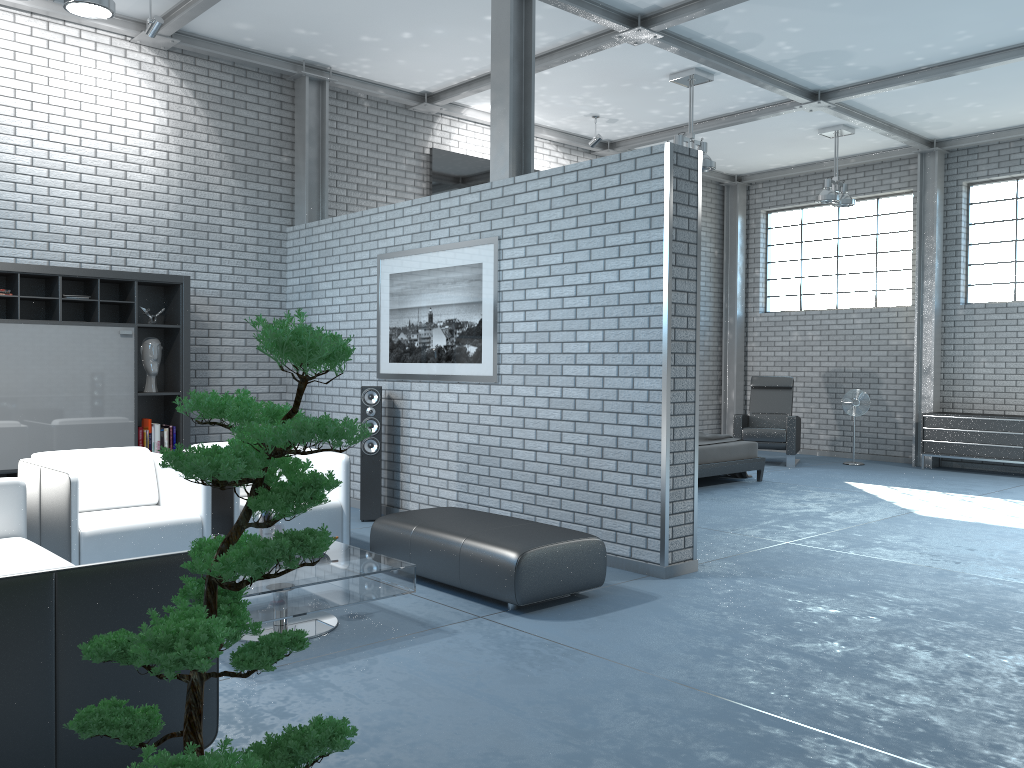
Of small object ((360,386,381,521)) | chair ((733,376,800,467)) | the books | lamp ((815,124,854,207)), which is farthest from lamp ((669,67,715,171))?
the books

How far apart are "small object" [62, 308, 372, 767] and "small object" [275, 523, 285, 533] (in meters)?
2.24

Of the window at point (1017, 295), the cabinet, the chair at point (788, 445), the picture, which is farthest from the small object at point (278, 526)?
the window at point (1017, 295)

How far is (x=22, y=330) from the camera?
6.36m

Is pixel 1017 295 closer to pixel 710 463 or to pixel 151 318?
pixel 710 463

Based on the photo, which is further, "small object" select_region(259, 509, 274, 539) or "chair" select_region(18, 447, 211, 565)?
"chair" select_region(18, 447, 211, 565)

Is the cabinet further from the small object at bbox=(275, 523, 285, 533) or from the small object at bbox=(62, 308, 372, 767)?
the small object at bbox=(62, 308, 372, 767)

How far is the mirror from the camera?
9.4 meters

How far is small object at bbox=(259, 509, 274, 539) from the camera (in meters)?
4.14

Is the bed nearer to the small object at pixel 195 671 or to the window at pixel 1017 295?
the window at pixel 1017 295
